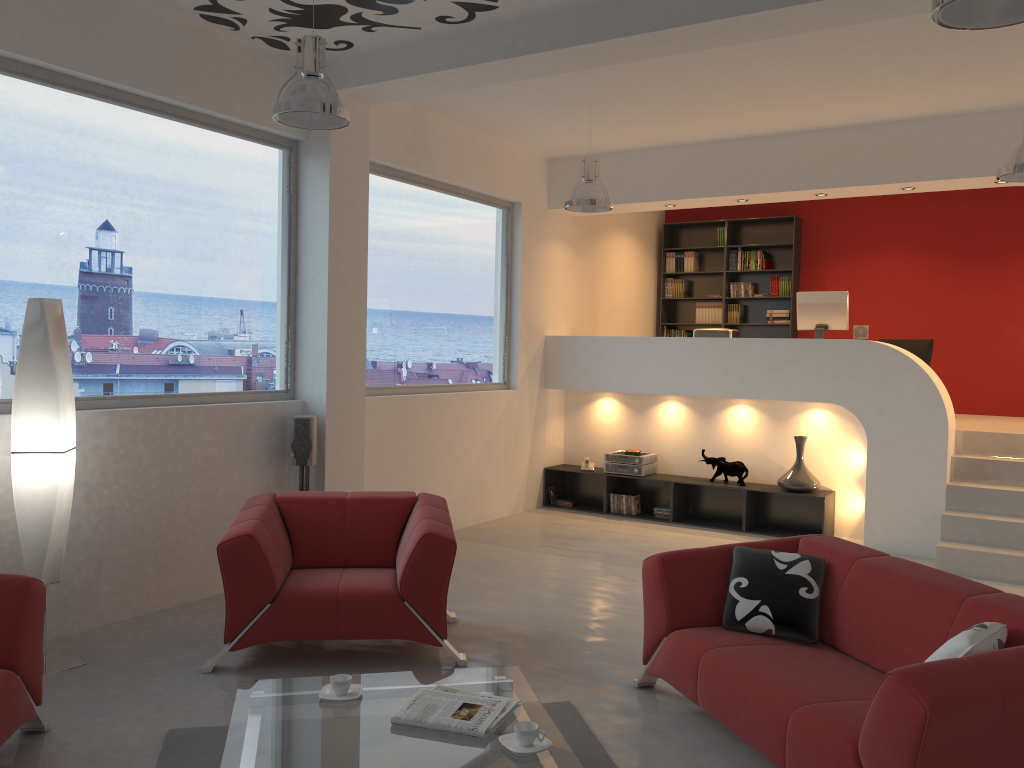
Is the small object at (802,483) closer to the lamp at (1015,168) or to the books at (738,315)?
the lamp at (1015,168)

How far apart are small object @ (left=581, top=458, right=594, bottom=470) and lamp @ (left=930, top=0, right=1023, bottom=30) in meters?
6.2

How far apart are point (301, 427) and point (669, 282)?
6.5 meters

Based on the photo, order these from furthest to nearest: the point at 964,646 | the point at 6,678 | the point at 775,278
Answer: the point at 775,278, the point at 6,678, the point at 964,646

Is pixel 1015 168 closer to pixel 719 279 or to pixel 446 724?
pixel 446 724

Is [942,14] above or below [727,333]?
above

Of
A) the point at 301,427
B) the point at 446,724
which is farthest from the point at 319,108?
the point at 446,724

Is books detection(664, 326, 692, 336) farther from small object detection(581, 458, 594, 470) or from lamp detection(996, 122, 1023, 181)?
lamp detection(996, 122, 1023, 181)

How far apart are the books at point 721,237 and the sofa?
7.2 meters

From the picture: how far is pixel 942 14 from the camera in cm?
293
